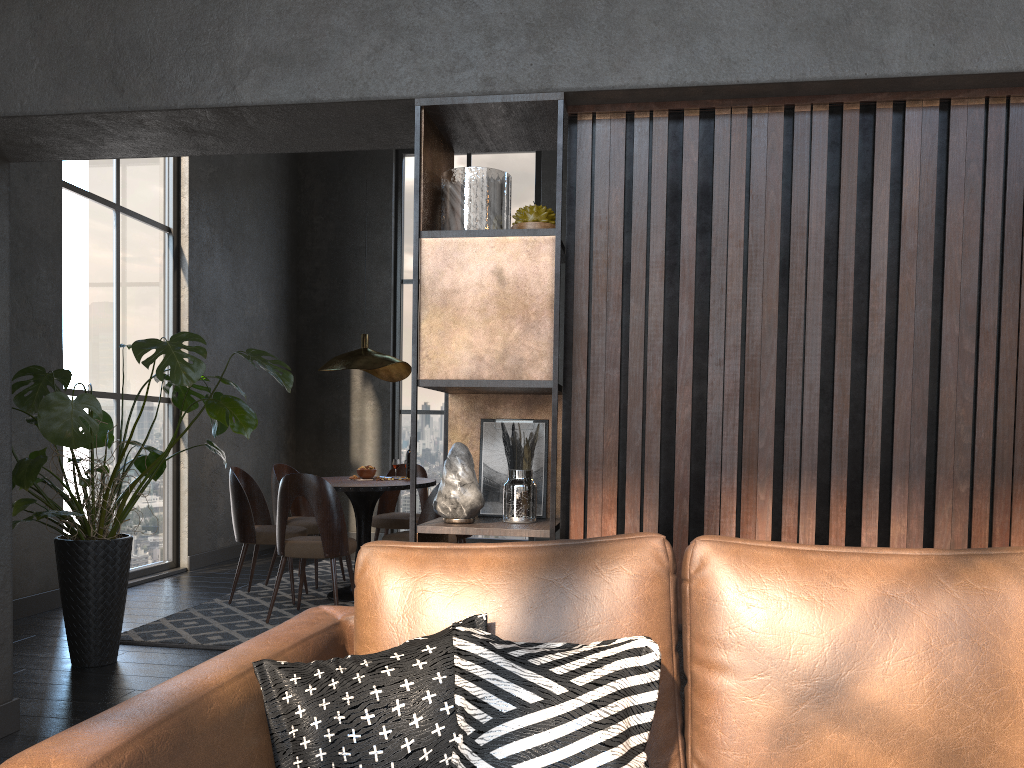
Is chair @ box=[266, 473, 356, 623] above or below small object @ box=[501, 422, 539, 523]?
below

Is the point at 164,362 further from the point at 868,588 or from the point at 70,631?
the point at 868,588

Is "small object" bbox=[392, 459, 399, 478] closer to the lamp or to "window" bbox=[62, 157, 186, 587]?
the lamp

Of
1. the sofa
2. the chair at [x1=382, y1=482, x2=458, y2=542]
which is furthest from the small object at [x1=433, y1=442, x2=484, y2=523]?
the chair at [x1=382, y1=482, x2=458, y2=542]

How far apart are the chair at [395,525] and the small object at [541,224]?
4.2 meters

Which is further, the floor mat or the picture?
the floor mat

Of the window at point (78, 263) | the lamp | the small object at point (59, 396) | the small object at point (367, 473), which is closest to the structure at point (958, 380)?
the small object at point (59, 396)

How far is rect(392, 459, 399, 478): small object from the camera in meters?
6.2 m

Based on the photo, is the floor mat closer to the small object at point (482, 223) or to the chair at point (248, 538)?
the chair at point (248, 538)

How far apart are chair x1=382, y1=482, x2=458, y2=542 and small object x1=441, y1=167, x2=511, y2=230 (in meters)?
2.83
